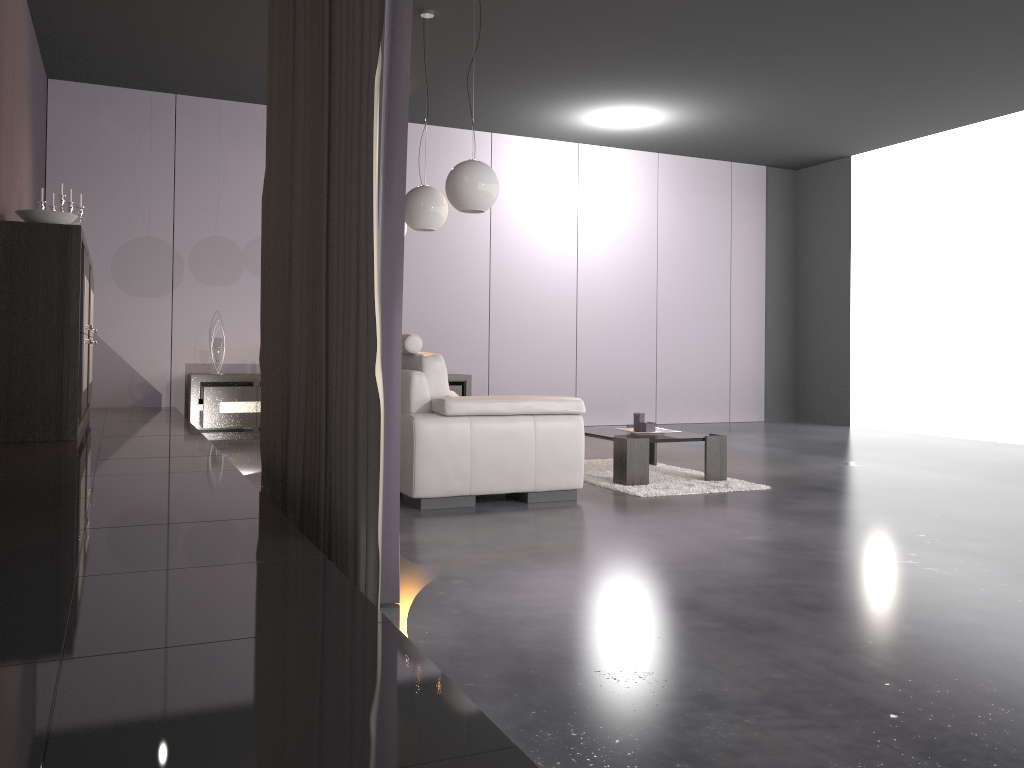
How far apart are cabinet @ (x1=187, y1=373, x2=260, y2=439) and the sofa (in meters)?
3.26

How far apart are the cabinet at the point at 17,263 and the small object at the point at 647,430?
3.14m

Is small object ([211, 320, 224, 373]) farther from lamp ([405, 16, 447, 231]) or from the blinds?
the blinds

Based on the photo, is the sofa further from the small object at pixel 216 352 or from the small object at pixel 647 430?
the small object at pixel 216 352

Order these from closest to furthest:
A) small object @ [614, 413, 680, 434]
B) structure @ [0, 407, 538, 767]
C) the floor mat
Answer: structure @ [0, 407, 538, 767] → the floor mat → small object @ [614, 413, 680, 434]

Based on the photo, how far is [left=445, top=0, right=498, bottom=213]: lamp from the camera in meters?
4.8 m

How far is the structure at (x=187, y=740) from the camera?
1.0 meters

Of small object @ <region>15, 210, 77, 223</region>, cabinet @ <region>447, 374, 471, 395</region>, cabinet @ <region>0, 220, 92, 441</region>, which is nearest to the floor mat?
cabinet @ <region>447, 374, 471, 395</region>

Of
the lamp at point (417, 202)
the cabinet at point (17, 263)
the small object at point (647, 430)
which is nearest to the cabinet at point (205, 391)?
the cabinet at point (17, 263)

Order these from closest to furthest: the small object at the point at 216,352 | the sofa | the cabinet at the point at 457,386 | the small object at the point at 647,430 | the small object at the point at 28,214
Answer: the sofa, the small object at the point at 28,214, the small object at the point at 647,430, the small object at the point at 216,352, the cabinet at the point at 457,386
